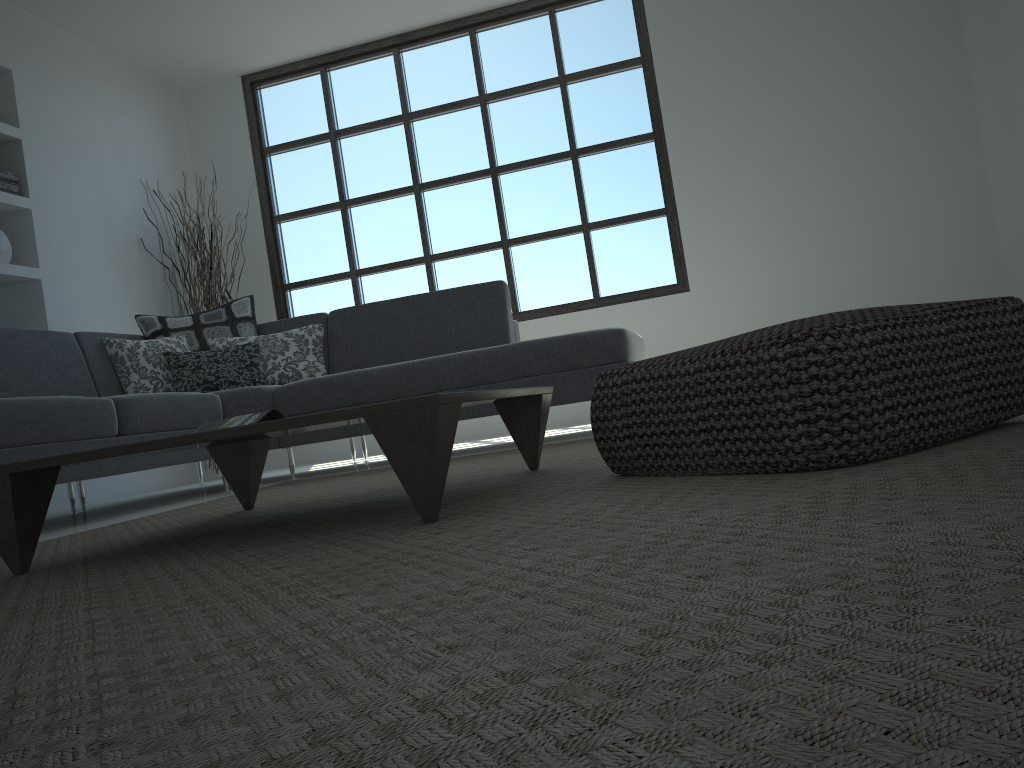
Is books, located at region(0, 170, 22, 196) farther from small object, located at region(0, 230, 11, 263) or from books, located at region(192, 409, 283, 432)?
books, located at region(192, 409, 283, 432)

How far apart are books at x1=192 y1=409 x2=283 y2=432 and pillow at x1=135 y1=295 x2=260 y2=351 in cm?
257

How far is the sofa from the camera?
3.1m

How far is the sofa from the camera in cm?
315

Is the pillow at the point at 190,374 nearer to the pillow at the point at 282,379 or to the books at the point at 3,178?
the pillow at the point at 282,379

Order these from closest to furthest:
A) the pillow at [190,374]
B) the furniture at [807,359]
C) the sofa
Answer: the furniture at [807,359], the sofa, the pillow at [190,374]

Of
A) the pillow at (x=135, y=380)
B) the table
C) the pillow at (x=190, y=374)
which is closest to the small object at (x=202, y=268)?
the pillow at (x=135, y=380)

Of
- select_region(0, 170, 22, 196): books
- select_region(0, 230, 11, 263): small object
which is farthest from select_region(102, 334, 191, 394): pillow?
select_region(0, 170, 22, 196): books

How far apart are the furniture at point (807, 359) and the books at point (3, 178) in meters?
4.5

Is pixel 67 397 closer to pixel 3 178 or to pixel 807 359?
pixel 3 178
